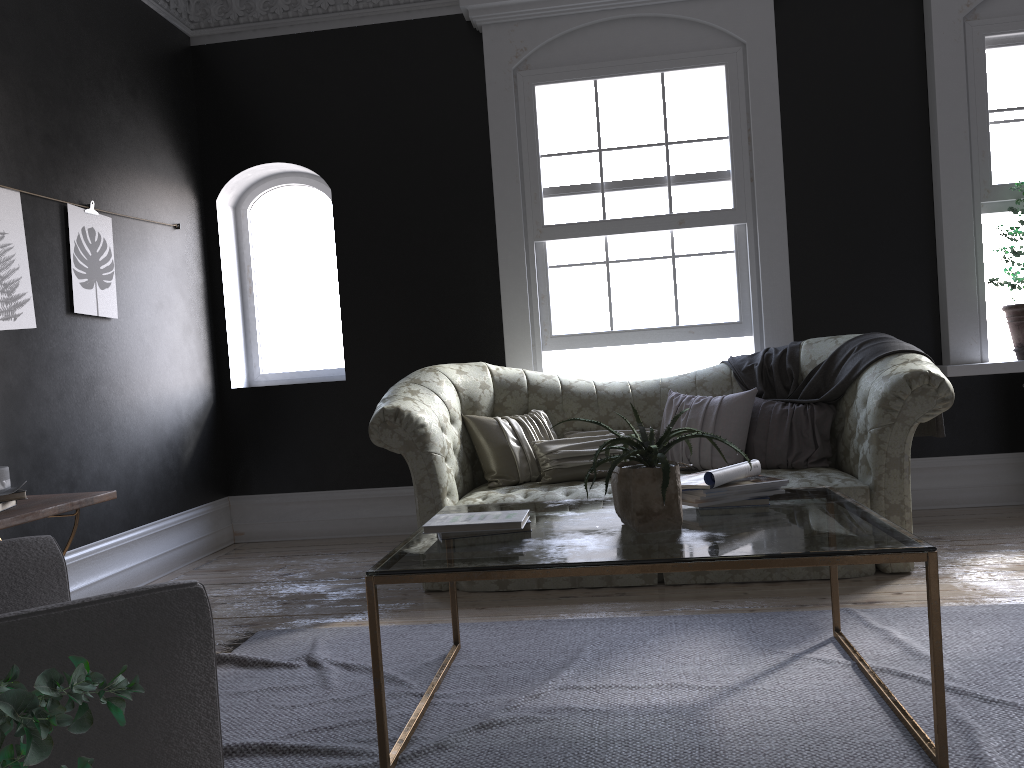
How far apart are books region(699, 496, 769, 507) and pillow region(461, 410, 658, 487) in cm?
181

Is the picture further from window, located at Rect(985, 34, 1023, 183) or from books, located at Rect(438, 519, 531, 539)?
window, located at Rect(985, 34, 1023, 183)

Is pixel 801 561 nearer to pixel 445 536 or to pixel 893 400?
pixel 445 536

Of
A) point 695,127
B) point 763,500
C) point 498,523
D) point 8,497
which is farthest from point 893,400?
point 8,497

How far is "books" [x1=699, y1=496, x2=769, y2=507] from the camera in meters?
2.9 m

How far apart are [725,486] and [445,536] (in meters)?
0.92

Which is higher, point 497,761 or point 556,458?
point 556,458

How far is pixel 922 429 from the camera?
4.5 meters

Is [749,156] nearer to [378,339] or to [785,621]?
[378,339]

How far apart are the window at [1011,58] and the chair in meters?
5.6
